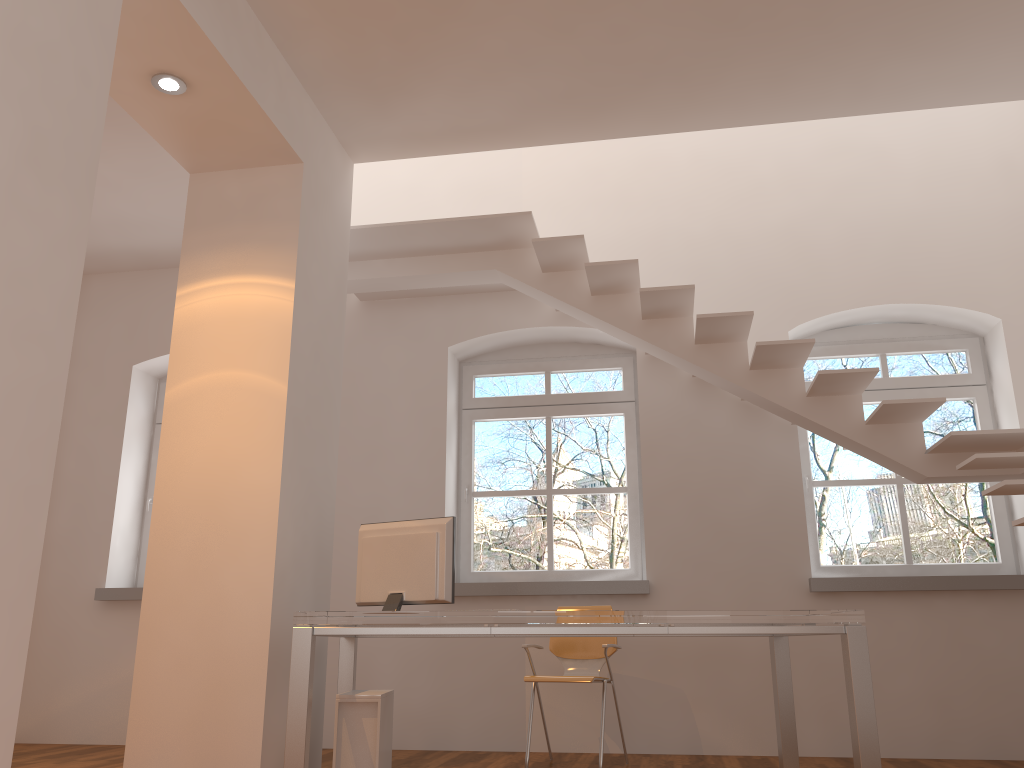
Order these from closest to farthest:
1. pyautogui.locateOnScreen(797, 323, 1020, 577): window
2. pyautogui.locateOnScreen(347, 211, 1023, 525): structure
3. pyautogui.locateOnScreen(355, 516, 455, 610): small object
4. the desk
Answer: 1. the desk
2. pyautogui.locateOnScreen(355, 516, 455, 610): small object
3. pyautogui.locateOnScreen(347, 211, 1023, 525): structure
4. pyautogui.locateOnScreen(797, 323, 1020, 577): window

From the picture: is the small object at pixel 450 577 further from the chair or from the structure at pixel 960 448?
the structure at pixel 960 448

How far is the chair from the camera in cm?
473

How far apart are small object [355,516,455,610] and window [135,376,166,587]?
3.2 meters

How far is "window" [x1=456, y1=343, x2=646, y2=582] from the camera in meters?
6.0 m

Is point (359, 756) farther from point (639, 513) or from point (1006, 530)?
point (1006, 530)

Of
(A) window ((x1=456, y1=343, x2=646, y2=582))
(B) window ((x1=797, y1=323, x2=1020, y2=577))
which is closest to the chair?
(A) window ((x1=456, y1=343, x2=646, y2=582))

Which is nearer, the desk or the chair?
the desk

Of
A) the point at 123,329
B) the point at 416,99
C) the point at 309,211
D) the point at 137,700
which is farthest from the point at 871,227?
the point at 123,329

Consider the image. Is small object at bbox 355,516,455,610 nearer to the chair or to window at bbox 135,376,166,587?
the chair
